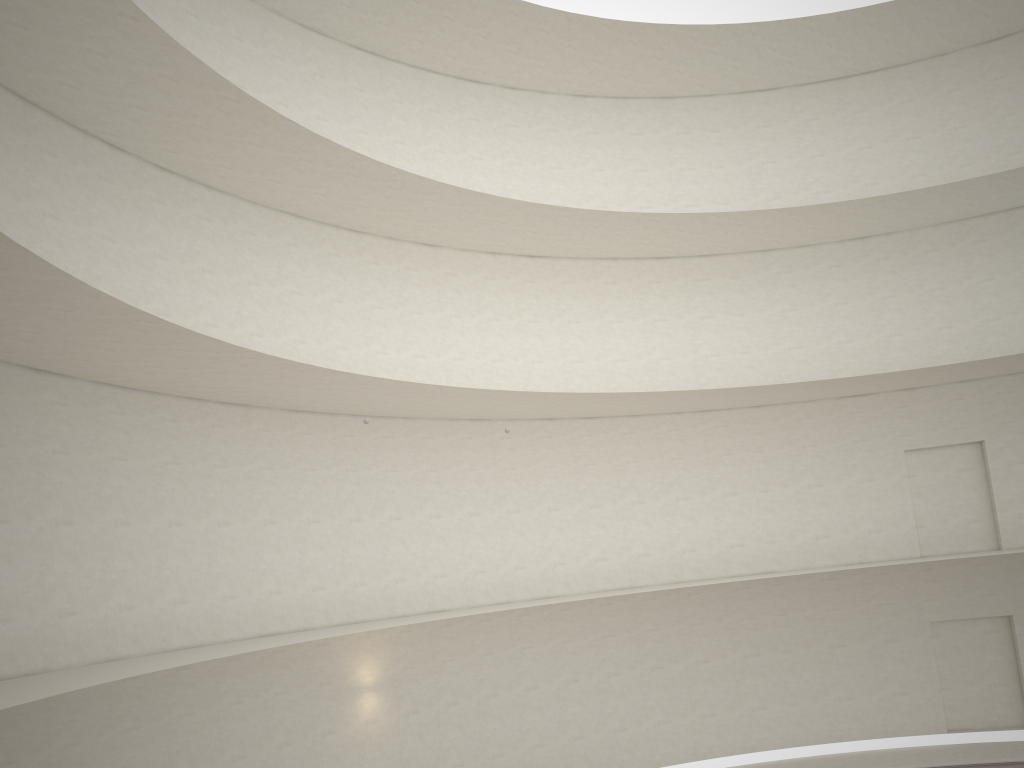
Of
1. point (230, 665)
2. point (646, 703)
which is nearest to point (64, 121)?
point (230, 665)

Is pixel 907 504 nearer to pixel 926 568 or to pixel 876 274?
pixel 926 568
